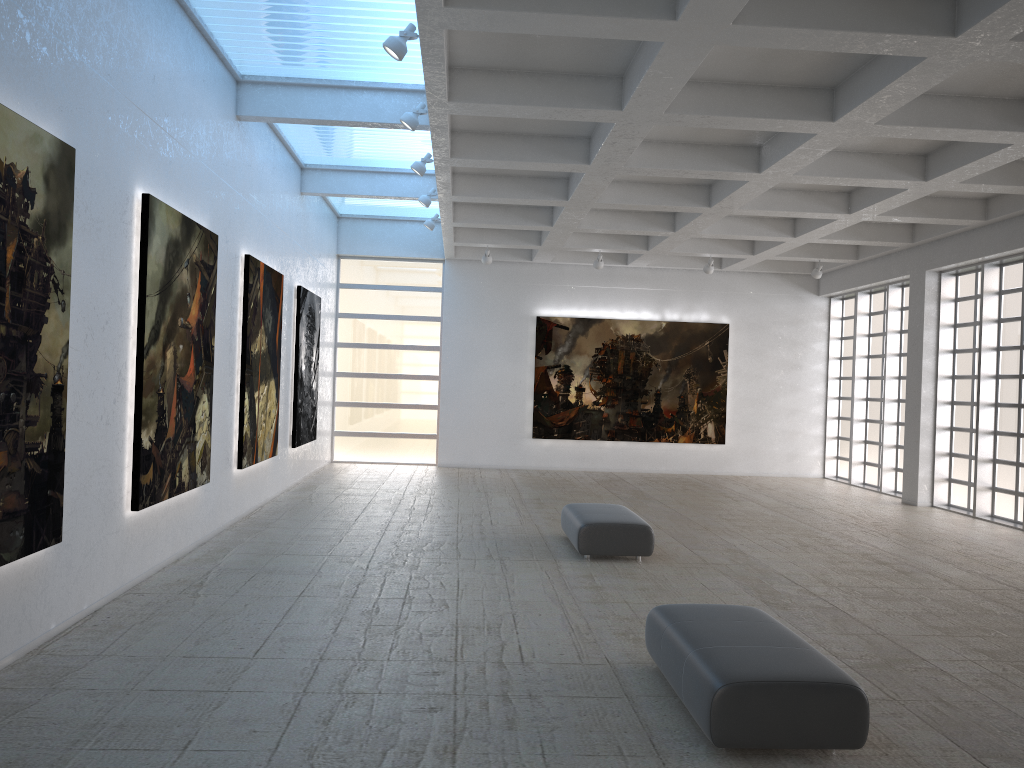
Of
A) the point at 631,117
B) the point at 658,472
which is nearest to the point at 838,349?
the point at 658,472

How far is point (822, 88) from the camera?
16.47m
